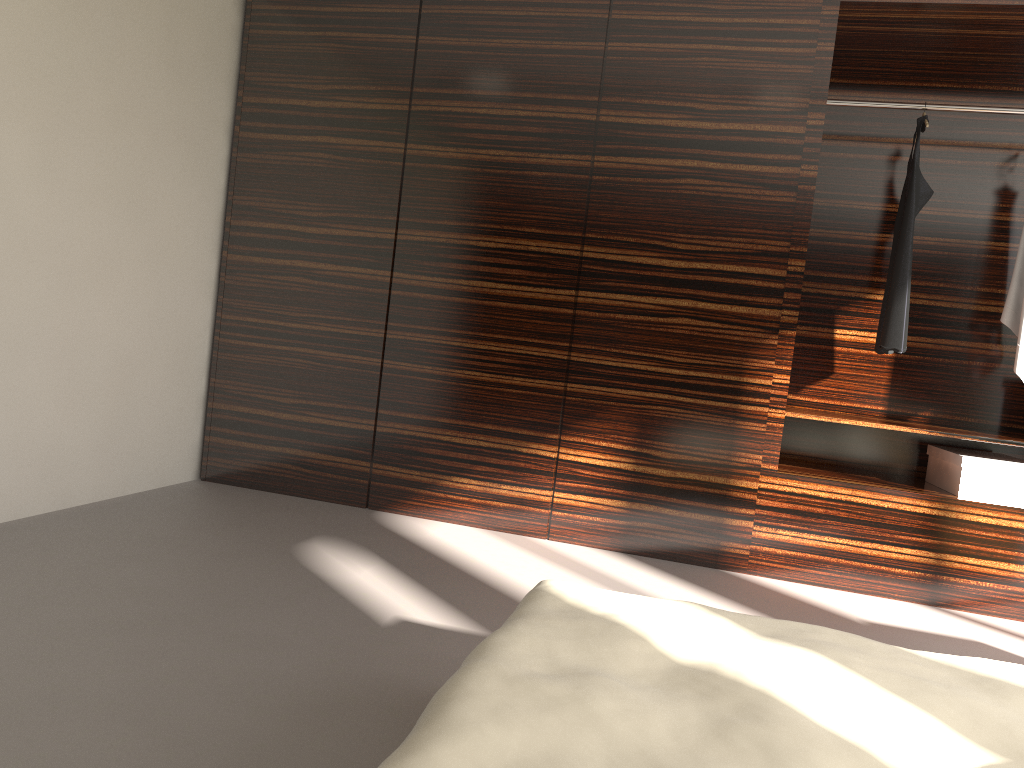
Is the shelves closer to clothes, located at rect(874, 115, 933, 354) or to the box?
the box

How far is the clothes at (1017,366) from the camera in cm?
365

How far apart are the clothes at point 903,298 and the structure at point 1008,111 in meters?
0.1

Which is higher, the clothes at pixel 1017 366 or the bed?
the clothes at pixel 1017 366

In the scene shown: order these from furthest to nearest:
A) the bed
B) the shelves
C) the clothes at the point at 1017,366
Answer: the clothes at the point at 1017,366
the shelves
the bed

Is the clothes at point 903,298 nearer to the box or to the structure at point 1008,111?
the structure at point 1008,111

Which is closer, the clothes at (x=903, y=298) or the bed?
the bed

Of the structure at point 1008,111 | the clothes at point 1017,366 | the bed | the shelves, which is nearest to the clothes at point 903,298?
the structure at point 1008,111

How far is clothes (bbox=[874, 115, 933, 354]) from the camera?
3.73m

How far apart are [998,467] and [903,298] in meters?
0.8 m
